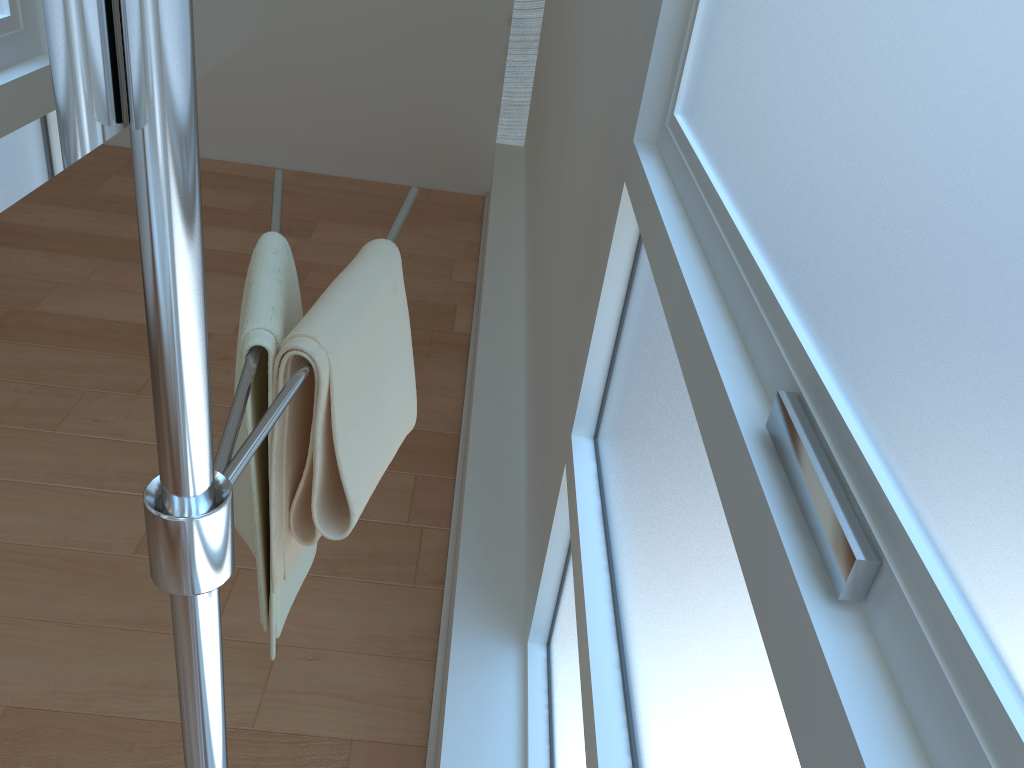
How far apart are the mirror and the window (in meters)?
0.35

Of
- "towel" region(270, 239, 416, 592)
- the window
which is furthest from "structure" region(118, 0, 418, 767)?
the window

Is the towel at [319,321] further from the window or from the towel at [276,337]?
the window

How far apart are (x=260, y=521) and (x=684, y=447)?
0.4m

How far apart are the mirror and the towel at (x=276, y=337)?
0.2 meters

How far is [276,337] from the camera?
0.7m

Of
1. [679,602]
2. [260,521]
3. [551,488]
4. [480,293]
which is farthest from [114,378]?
[679,602]

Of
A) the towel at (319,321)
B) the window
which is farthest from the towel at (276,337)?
the window

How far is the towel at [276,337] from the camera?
0.7 meters

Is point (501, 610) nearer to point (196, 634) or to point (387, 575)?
point (387, 575)
